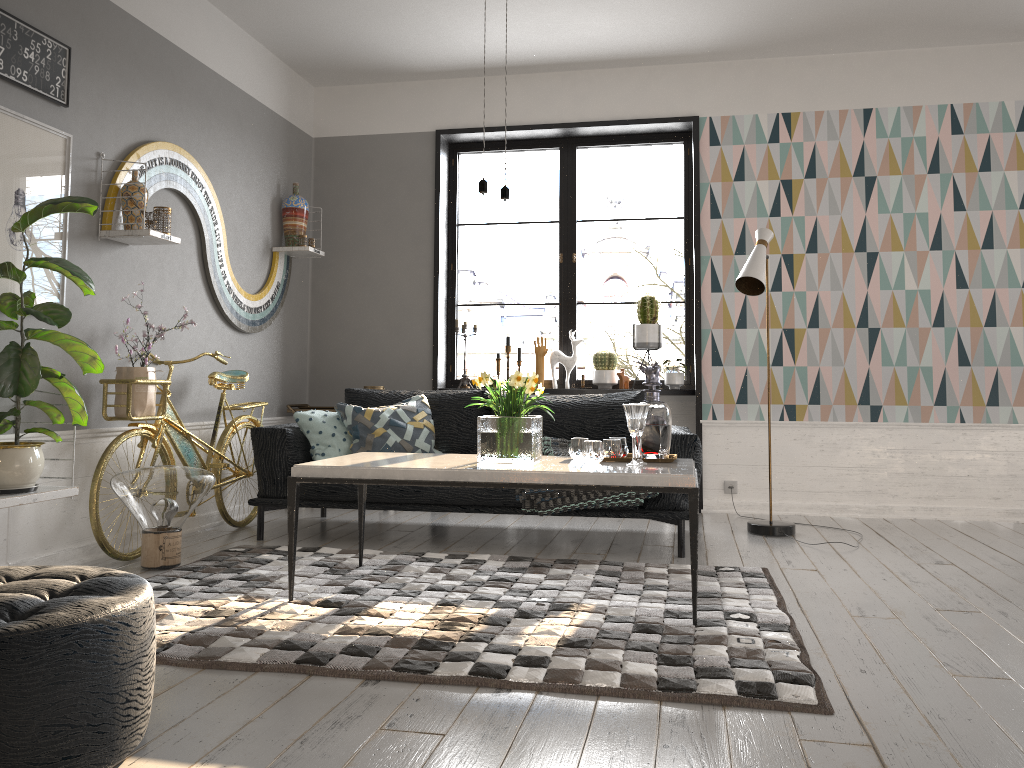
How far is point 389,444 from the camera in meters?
4.7 m

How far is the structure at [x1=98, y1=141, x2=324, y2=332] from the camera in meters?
4.1

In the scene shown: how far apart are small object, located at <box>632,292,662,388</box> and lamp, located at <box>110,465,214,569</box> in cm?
298

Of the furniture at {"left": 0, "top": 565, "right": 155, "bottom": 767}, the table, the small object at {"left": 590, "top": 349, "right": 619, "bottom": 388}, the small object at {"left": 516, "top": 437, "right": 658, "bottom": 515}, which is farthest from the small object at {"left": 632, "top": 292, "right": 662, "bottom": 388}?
the furniture at {"left": 0, "top": 565, "right": 155, "bottom": 767}

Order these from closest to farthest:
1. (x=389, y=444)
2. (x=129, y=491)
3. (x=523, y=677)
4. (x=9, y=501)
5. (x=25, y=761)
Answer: (x=25, y=761) → (x=523, y=677) → (x=9, y=501) → (x=129, y=491) → (x=389, y=444)

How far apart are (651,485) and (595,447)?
0.4m

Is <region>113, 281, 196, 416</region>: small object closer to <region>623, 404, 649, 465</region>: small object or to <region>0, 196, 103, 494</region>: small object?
<region>0, 196, 103, 494</region>: small object

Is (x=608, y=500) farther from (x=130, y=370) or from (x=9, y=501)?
(x=9, y=501)

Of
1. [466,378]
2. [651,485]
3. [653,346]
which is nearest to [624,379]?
[653,346]

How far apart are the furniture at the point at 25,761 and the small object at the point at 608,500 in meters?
2.3 m
